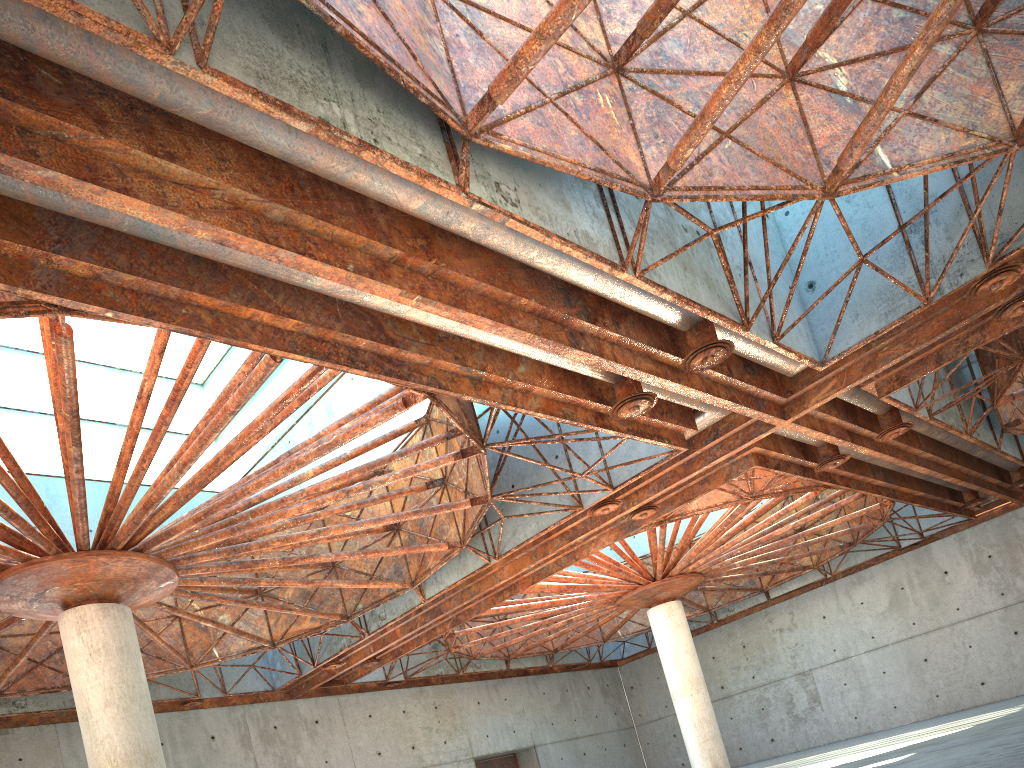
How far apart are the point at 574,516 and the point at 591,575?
17.56m

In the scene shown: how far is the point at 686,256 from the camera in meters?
19.5 m
